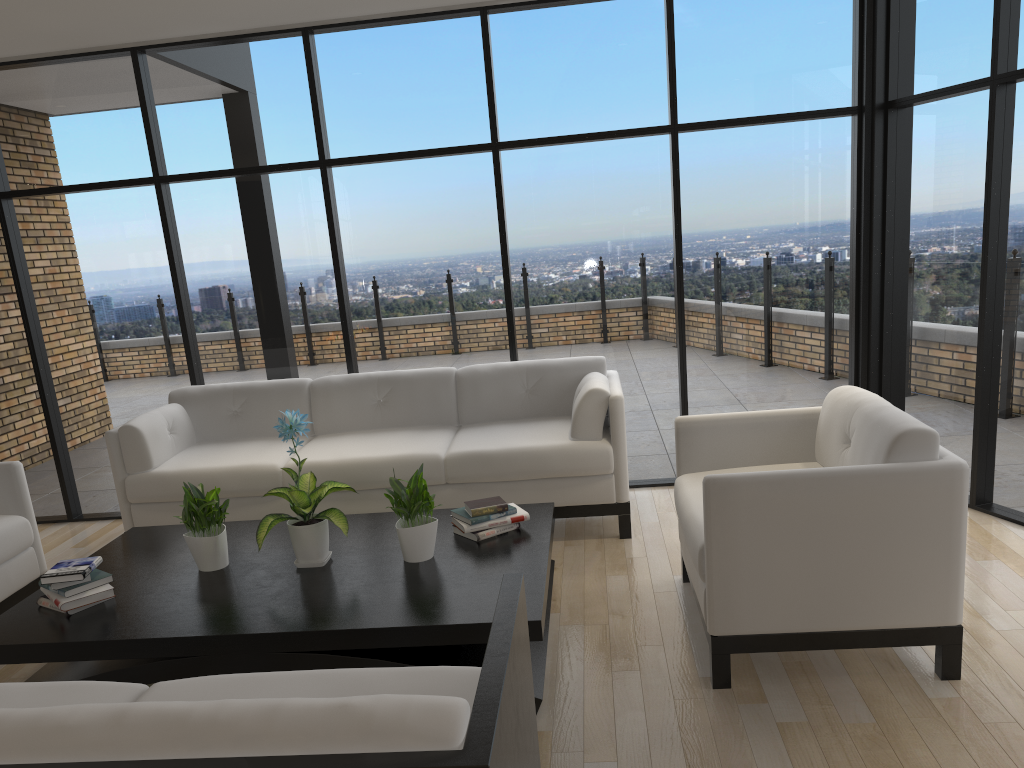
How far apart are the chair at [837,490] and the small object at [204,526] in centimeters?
177cm

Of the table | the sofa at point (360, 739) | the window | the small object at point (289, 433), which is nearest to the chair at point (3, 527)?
the table

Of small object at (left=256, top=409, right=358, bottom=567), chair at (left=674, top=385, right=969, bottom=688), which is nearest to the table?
small object at (left=256, top=409, right=358, bottom=567)

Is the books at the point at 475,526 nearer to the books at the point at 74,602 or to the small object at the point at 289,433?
the small object at the point at 289,433

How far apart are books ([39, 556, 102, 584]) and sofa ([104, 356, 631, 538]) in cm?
124

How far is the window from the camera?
4.63m

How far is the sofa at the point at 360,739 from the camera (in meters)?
1.42

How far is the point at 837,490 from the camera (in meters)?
2.77

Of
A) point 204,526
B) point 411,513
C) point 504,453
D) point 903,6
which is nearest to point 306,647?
point 411,513

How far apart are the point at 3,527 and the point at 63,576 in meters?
0.9 m
